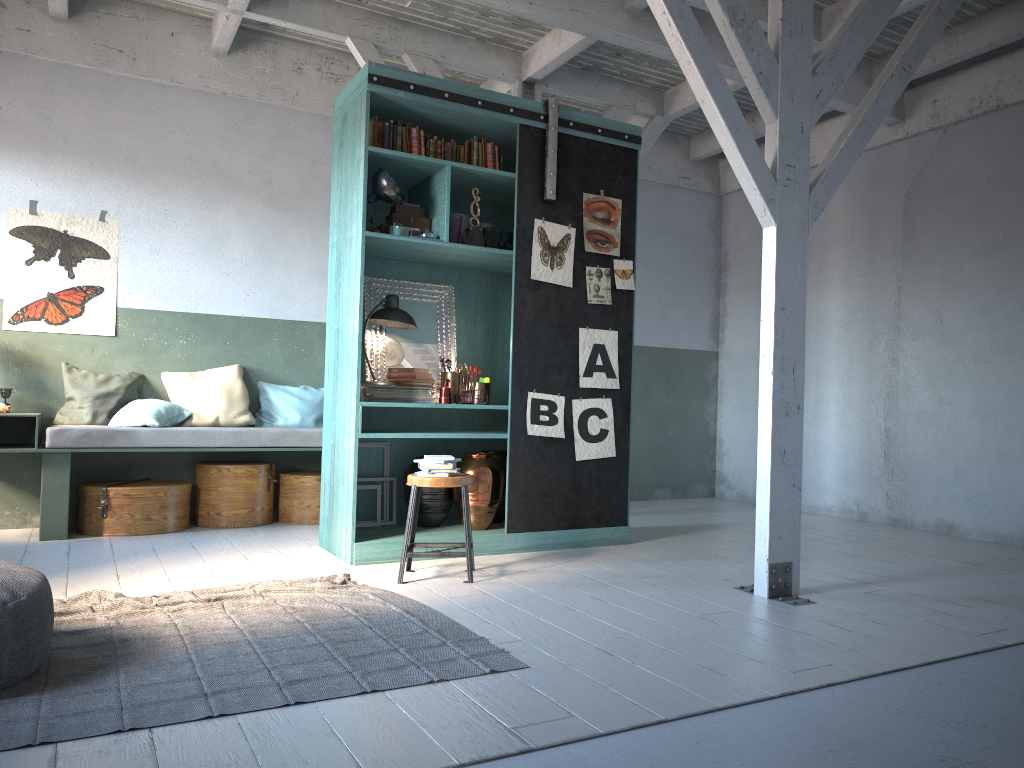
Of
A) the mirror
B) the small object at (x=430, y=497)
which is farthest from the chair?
the mirror

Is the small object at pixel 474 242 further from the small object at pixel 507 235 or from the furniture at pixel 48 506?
the furniture at pixel 48 506

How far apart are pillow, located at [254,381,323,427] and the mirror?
1.8 meters

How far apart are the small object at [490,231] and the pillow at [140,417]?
3.3m

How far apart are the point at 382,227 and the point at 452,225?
0.5m

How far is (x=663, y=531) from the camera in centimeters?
762cm

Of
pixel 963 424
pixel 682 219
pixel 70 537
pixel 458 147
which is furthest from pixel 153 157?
pixel 963 424

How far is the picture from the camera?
6.63m

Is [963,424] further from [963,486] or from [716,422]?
[716,422]

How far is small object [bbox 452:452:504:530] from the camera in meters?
6.5 m
